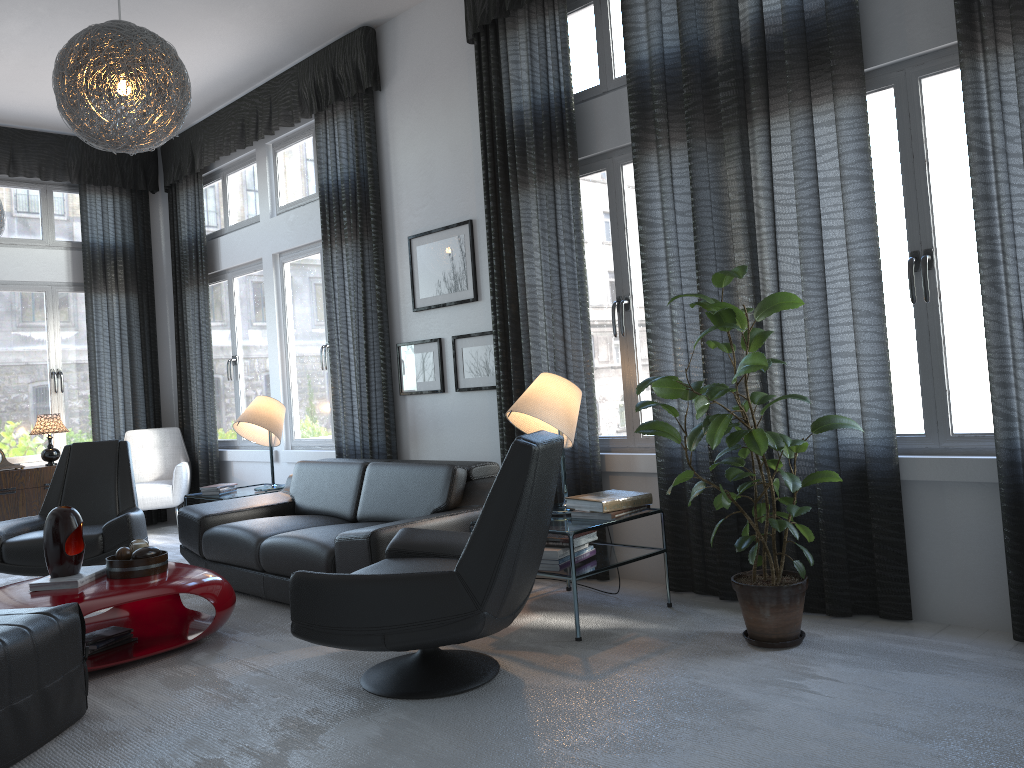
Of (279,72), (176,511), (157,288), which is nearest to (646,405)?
(279,72)

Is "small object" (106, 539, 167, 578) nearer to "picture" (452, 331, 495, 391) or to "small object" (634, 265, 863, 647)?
"picture" (452, 331, 495, 391)

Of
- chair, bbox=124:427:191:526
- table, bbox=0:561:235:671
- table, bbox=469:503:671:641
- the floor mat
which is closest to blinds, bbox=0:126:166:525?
chair, bbox=124:427:191:526

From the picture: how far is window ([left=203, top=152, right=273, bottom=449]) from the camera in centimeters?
697cm

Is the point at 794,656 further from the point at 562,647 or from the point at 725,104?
the point at 725,104

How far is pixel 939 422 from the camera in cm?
327

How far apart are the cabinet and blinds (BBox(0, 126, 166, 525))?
0.55m

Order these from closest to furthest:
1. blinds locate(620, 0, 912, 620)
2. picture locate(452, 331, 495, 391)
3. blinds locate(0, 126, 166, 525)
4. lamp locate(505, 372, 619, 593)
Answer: blinds locate(620, 0, 912, 620) → lamp locate(505, 372, 619, 593) → picture locate(452, 331, 495, 391) → blinds locate(0, 126, 166, 525)

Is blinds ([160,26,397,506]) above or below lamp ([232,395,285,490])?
above

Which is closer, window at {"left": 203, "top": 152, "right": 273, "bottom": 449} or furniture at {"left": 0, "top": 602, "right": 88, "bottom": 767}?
furniture at {"left": 0, "top": 602, "right": 88, "bottom": 767}
